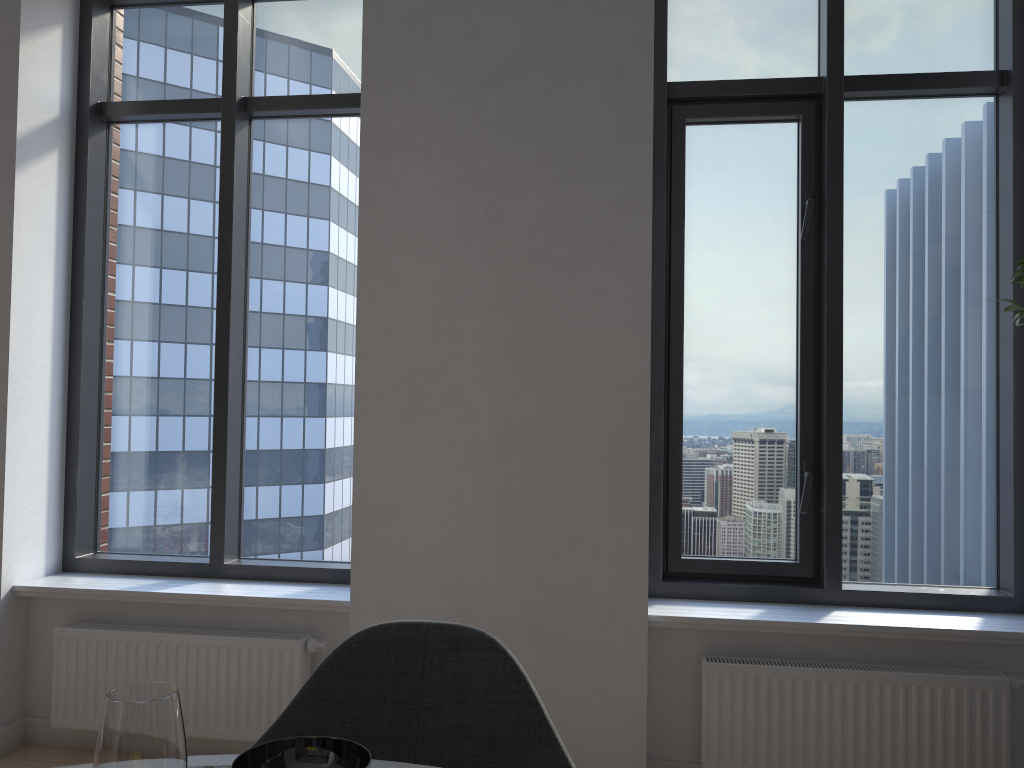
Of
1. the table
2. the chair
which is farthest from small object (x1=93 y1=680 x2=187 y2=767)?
the chair

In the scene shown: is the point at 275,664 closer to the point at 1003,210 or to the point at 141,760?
the point at 141,760

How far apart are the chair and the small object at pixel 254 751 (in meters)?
0.39

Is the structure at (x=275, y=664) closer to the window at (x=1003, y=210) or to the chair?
the window at (x=1003, y=210)

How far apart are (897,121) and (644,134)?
1.0m

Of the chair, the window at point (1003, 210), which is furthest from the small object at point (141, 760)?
the window at point (1003, 210)

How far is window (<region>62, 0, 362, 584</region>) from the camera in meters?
3.5

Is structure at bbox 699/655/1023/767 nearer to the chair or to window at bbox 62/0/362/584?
window at bbox 62/0/362/584

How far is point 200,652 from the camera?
3.1m

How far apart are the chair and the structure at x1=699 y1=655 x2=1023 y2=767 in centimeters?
158cm
